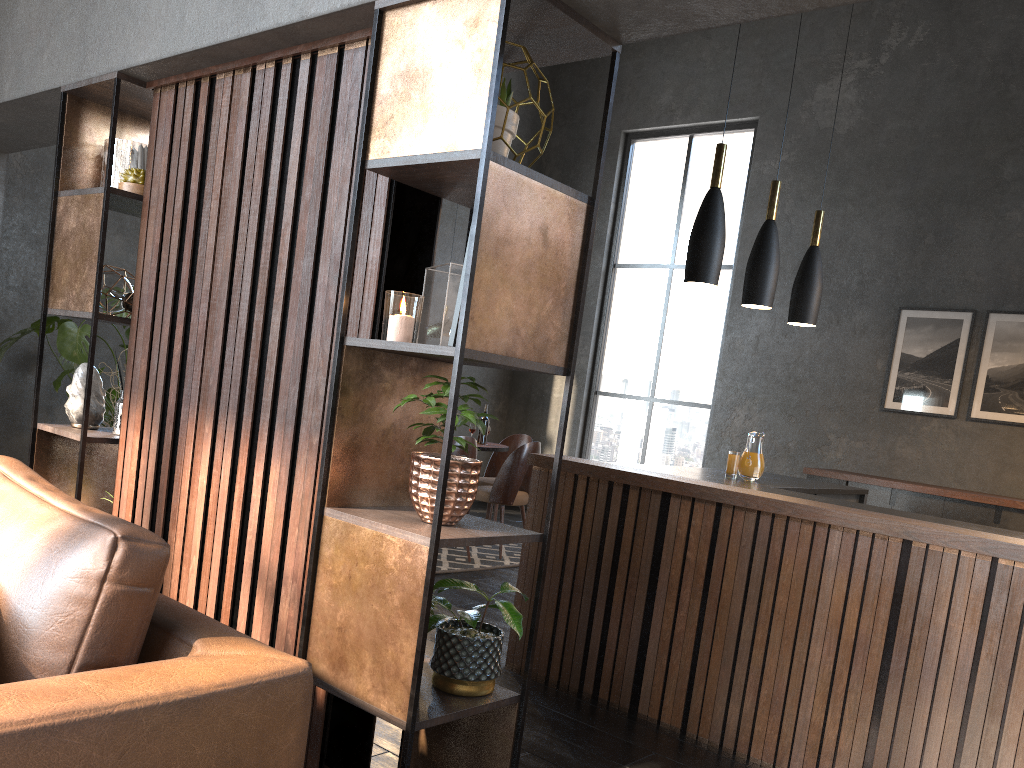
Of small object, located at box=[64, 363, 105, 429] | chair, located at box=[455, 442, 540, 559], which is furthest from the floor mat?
small object, located at box=[64, 363, 105, 429]

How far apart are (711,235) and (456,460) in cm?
228

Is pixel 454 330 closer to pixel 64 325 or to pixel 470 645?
pixel 470 645

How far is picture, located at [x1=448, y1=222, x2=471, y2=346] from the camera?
2.0 meters

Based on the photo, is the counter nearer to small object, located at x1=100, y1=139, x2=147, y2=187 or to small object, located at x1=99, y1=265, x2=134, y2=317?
small object, located at x1=99, y1=265, x2=134, y2=317

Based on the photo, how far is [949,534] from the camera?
2.7 meters

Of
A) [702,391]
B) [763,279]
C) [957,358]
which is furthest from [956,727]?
[702,391]

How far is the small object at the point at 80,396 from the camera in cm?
321

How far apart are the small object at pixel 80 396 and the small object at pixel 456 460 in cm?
166

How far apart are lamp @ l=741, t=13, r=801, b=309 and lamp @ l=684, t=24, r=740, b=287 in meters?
0.5
